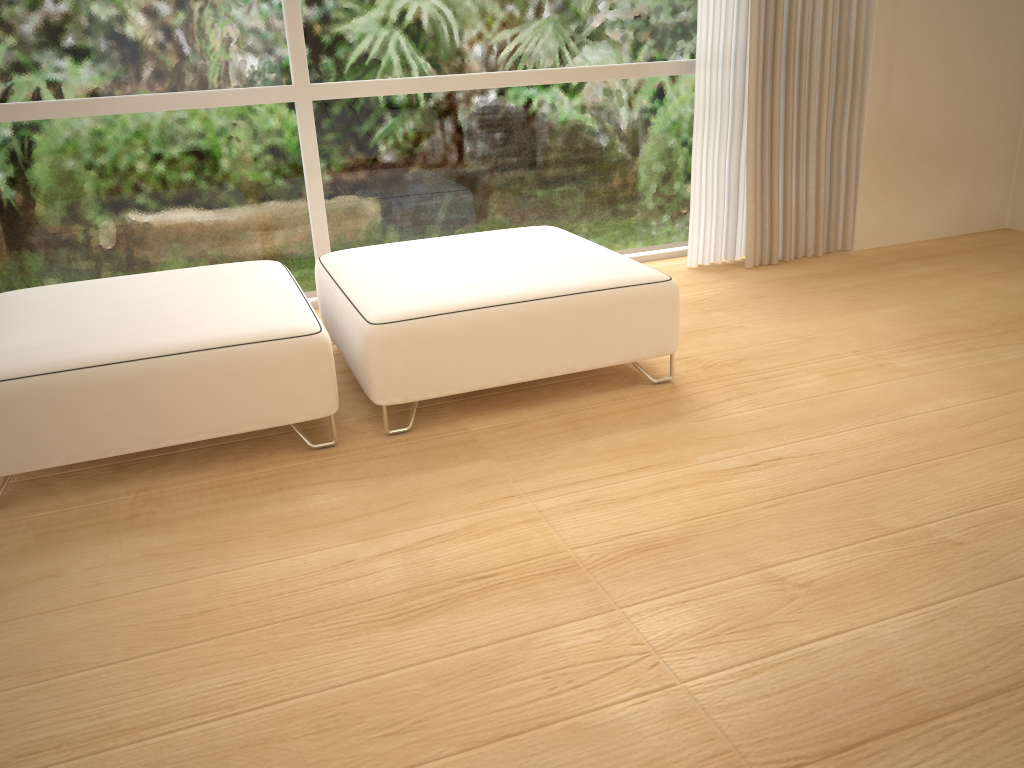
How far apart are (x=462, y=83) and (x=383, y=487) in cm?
204

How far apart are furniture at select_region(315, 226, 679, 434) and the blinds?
0.9 meters

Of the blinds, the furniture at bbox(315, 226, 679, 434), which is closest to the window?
the blinds

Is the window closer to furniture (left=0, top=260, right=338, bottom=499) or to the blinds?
the blinds

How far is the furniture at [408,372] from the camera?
2.37m

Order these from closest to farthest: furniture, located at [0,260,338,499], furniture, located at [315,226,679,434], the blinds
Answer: furniture, located at [0,260,338,499]
furniture, located at [315,226,679,434]
the blinds

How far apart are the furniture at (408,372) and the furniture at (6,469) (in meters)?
0.10

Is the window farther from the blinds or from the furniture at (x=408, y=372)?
the furniture at (x=408, y=372)

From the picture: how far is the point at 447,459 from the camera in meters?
2.3

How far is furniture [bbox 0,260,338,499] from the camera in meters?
2.1
